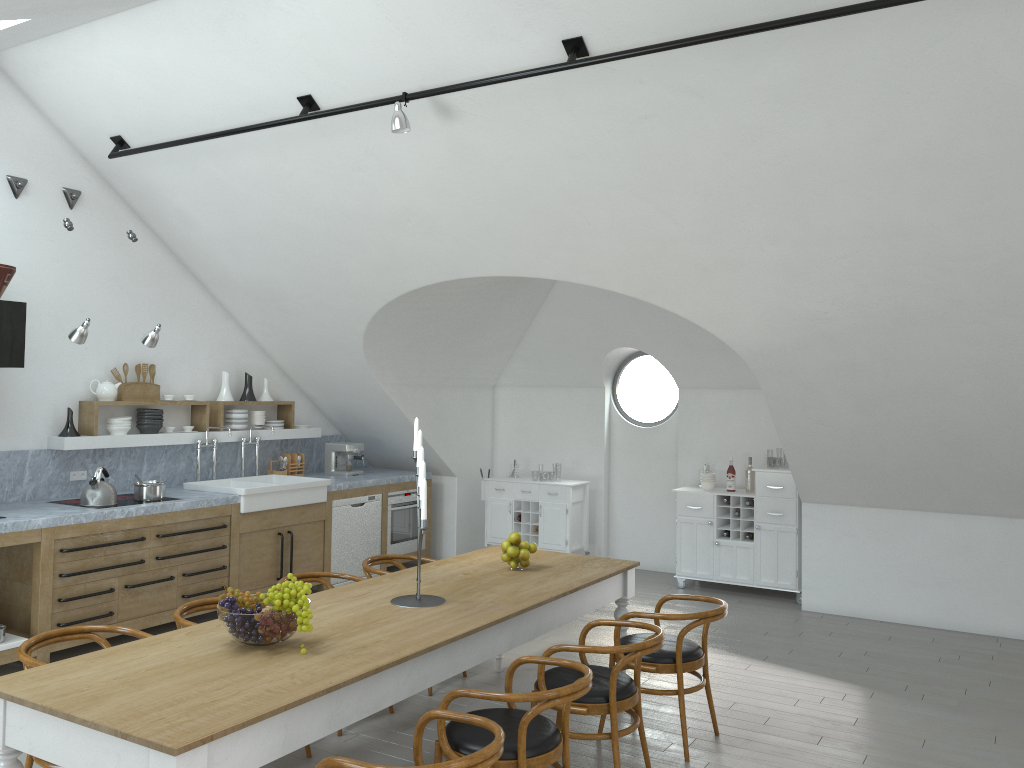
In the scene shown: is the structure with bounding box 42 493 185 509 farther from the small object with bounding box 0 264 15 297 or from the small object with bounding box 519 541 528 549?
the small object with bounding box 519 541 528 549

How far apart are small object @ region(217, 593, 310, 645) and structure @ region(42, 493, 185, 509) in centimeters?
343cm

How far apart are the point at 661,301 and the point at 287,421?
4.2 meters

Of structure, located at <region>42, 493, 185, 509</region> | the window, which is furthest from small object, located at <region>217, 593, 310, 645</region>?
the window

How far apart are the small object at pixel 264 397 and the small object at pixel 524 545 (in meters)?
4.16

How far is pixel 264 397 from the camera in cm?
836

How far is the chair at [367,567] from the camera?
5.5m

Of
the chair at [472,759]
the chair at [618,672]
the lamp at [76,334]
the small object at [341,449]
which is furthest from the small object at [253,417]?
the chair at [472,759]

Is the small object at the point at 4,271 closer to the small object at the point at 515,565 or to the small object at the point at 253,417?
the small object at the point at 253,417

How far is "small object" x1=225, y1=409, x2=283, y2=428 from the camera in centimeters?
797cm
